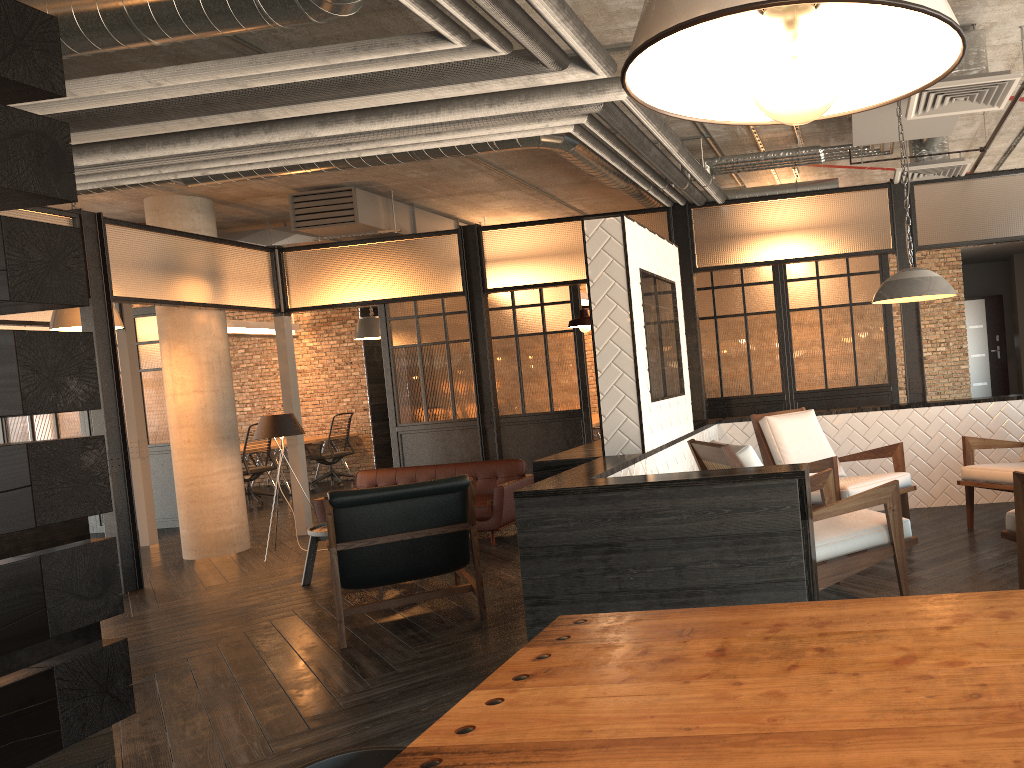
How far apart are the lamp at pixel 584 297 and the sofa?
5.2 meters

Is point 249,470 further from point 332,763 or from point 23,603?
point 332,763

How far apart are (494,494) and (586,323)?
2.45m

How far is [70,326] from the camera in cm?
718

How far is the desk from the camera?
13.3 meters

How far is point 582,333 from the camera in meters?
8.9 m

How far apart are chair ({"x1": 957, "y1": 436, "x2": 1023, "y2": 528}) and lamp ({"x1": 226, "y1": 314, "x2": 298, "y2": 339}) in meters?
10.4 m

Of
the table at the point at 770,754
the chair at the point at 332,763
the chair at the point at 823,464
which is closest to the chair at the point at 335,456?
the chair at the point at 823,464

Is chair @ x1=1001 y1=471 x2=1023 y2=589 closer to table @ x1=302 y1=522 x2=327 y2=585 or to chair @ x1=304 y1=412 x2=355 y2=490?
table @ x1=302 y1=522 x2=327 y2=585

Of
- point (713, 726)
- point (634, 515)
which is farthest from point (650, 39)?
point (634, 515)
